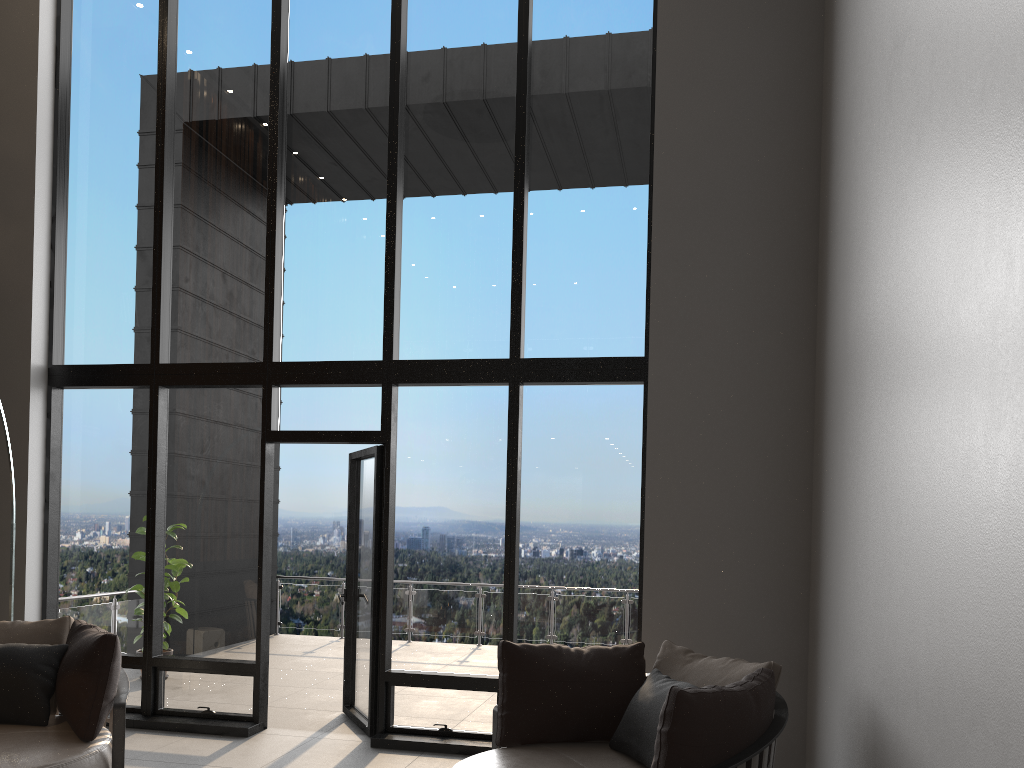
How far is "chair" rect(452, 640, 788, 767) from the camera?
3.0 meters

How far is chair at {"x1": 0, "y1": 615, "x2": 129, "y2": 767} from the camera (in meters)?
3.82

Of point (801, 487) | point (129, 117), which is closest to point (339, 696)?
point (801, 487)

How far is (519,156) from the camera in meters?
5.9

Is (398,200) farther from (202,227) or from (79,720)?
(79,720)

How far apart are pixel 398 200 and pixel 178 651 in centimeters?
342cm

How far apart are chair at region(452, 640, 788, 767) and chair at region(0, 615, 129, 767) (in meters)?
1.60

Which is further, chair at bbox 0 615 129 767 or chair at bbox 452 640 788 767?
chair at bbox 0 615 129 767

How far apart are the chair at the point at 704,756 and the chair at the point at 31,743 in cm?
160
